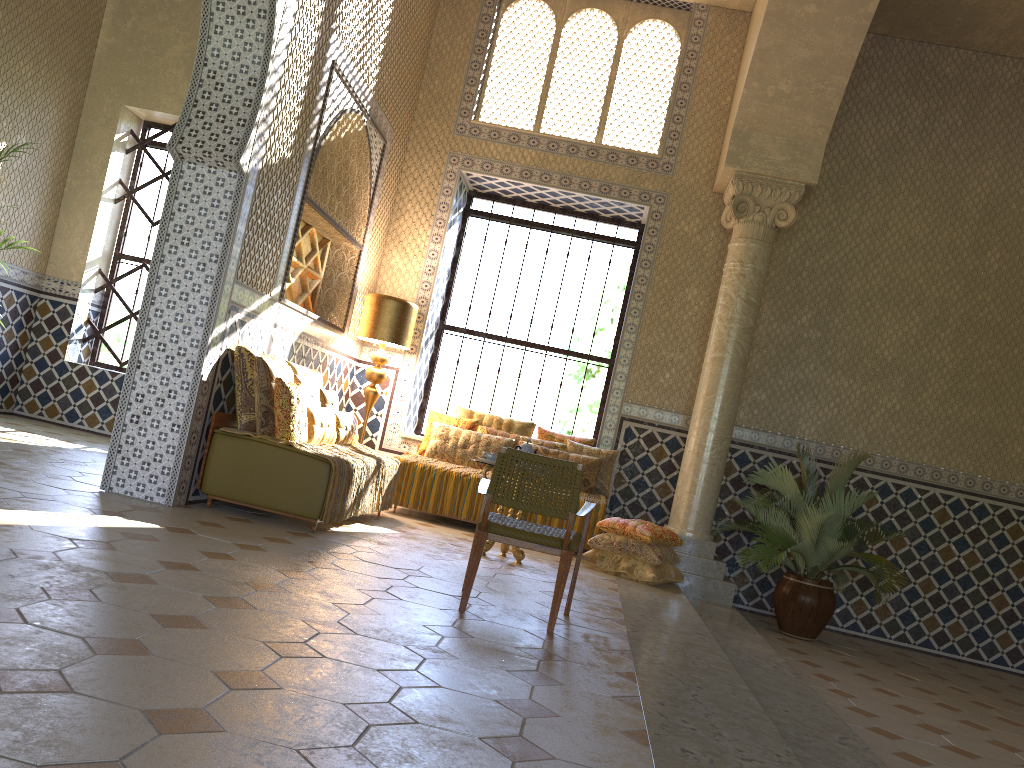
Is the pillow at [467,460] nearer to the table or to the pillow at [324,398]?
the pillow at [324,398]

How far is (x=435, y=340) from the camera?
13.9m

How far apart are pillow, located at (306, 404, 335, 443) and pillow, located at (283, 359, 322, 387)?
0.59m

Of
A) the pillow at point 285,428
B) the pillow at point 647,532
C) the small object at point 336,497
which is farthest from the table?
the pillow at point 285,428

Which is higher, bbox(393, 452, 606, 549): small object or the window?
the window

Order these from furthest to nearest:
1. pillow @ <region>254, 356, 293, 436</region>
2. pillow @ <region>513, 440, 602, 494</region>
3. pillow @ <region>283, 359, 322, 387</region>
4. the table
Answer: pillow @ <region>513, 440, 602, 494</region>
pillow @ <region>283, 359, 322, 387</region>
the table
pillow @ <region>254, 356, 293, 436</region>

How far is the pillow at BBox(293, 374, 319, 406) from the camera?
9.5 meters

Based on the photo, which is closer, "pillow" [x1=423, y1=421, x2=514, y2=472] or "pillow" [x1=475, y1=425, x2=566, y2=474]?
"pillow" [x1=423, y1=421, x2=514, y2=472]

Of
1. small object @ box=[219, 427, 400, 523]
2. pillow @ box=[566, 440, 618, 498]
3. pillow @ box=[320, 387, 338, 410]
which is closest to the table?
small object @ box=[219, 427, 400, 523]

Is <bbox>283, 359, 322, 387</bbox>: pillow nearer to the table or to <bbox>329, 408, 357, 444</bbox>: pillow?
<bbox>329, 408, 357, 444</bbox>: pillow
